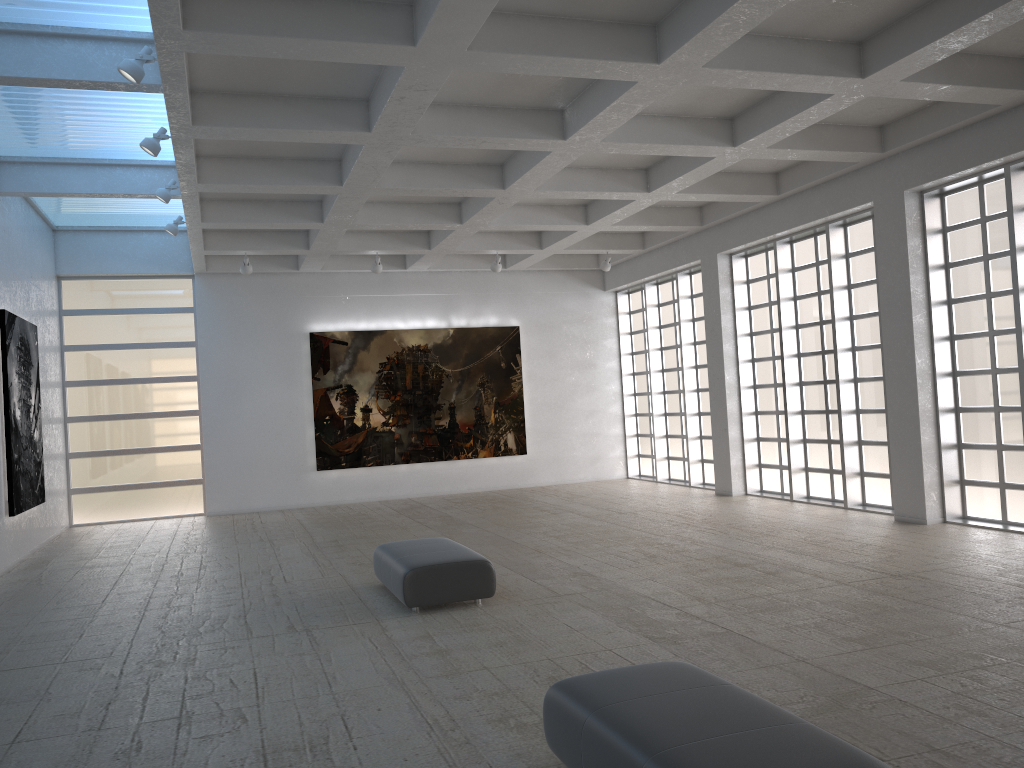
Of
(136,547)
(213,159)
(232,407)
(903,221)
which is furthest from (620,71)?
(232,407)
